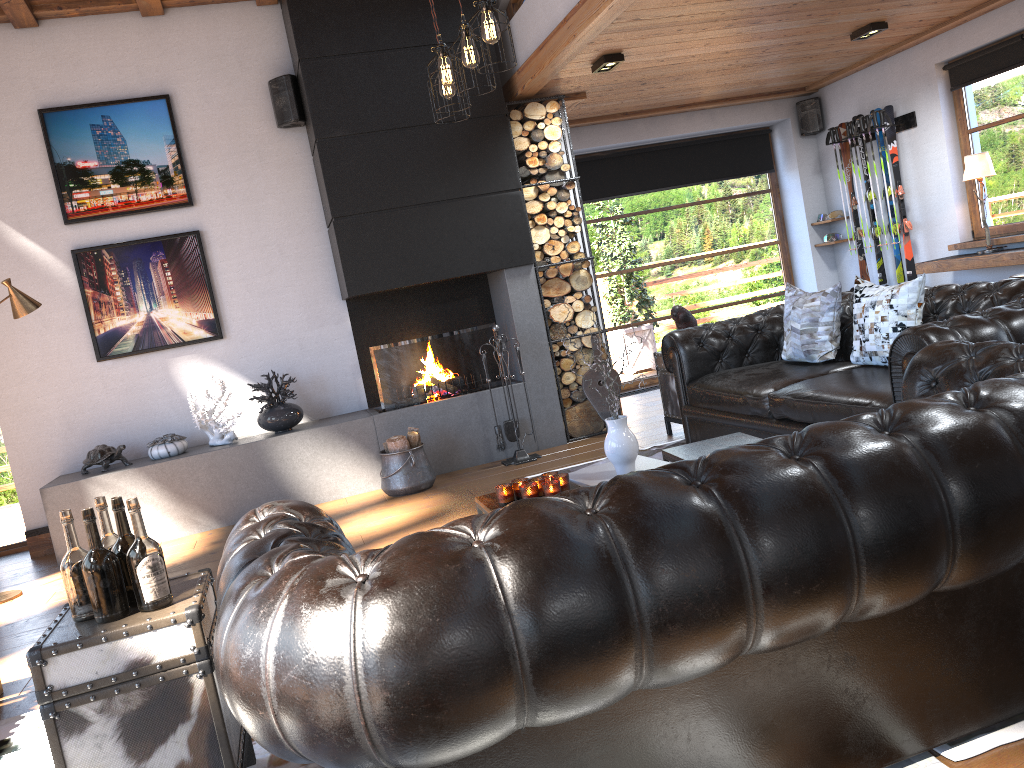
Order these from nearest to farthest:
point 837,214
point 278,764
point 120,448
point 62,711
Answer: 1. point 62,711
2. point 278,764
3. point 120,448
4. point 837,214

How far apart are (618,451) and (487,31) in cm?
189

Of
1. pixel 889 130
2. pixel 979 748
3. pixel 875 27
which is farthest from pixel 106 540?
pixel 889 130

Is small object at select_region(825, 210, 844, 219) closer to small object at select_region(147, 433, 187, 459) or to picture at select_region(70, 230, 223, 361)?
picture at select_region(70, 230, 223, 361)

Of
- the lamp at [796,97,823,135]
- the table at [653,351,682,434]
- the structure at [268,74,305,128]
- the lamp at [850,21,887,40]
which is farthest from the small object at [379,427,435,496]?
the lamp at [796,97,823,135]

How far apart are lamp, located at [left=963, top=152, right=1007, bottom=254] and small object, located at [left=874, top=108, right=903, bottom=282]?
1.2m

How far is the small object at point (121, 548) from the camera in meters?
2.3

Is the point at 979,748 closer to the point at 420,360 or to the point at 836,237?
the point at 420,360

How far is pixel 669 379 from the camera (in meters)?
6.17

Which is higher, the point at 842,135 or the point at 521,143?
the point at 521,143
